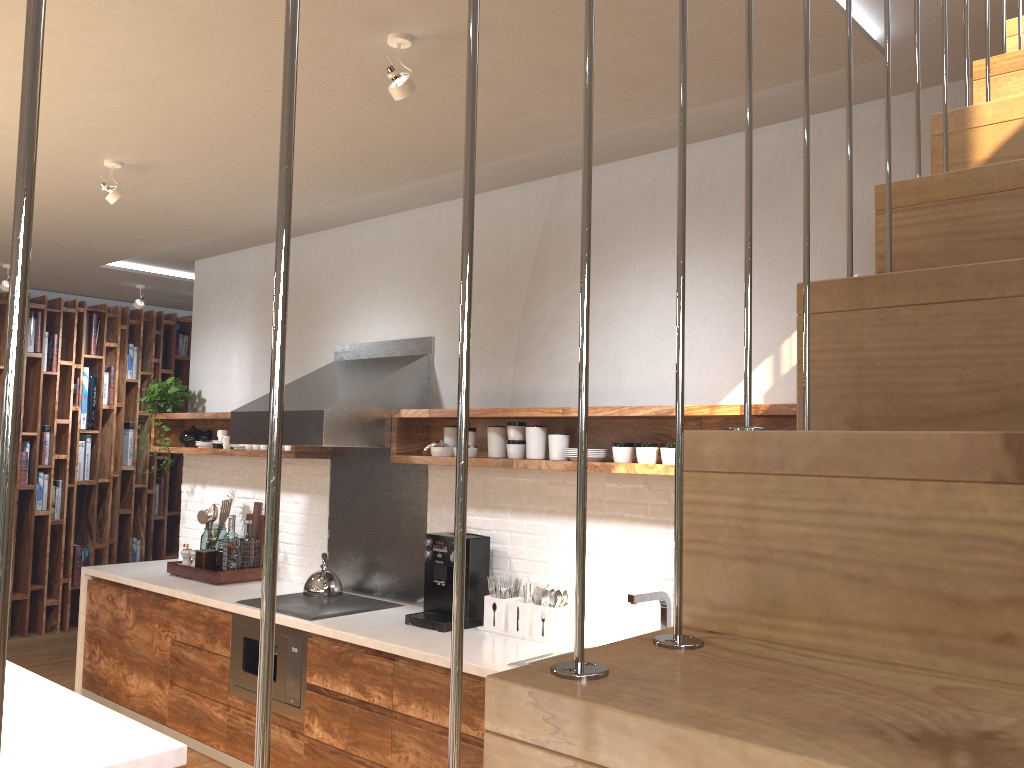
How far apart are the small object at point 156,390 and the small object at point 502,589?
2.90m

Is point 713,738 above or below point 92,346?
below

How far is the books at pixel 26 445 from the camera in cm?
706

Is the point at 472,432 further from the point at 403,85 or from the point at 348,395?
the point at 403,85

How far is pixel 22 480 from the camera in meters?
7.0

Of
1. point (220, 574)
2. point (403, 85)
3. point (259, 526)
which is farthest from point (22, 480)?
point (403, 85)

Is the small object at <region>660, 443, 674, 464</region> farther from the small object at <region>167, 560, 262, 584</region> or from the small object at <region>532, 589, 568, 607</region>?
the small object at <region>167, 560, 262, 584</region>

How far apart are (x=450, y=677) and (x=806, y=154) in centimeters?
69cm

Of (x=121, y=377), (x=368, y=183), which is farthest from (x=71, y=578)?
(x=368, y=183)

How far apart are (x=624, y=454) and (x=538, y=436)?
0.4m
